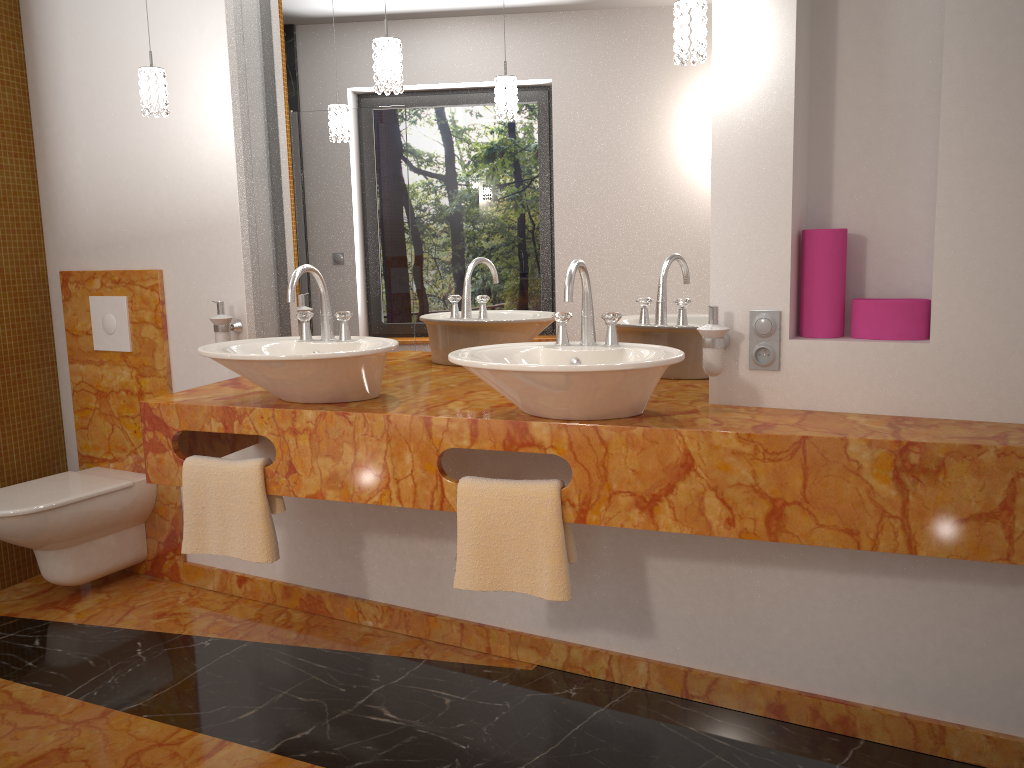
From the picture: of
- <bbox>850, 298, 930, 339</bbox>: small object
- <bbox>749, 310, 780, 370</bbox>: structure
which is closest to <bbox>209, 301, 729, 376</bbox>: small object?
<bbox>749, 310, 780, 370</bbox>: structure

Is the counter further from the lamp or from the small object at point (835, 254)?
the lamp

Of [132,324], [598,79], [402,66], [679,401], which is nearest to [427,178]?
[402,66]

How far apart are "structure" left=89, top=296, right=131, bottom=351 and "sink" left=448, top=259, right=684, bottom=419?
1.7m

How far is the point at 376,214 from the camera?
2.8 meters

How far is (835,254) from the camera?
2.1m

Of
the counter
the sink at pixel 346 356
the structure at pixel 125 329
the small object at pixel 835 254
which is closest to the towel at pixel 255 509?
the counter

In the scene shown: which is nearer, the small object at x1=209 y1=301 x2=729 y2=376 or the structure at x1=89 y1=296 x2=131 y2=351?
the small object at x1=209 y1=301 x2=729 y2=376

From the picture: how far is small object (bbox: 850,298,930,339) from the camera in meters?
2.0 m

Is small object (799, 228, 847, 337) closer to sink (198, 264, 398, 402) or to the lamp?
the lamp
